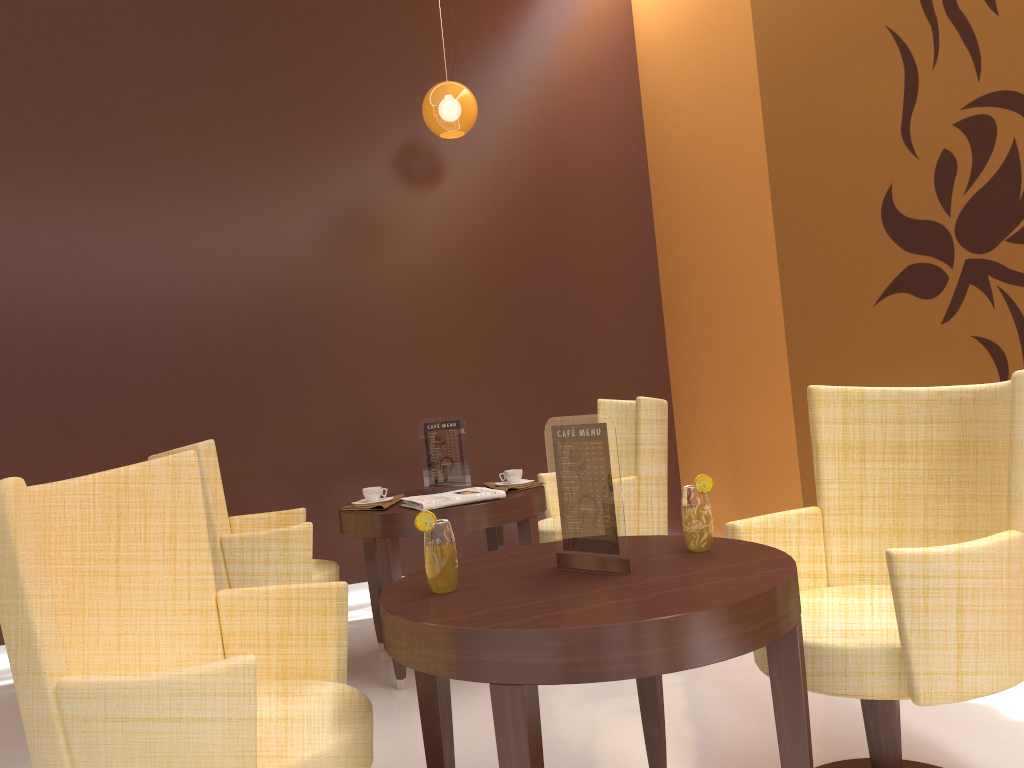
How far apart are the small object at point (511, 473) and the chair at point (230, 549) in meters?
0.8

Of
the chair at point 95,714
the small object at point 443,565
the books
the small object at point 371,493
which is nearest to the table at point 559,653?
the small object at point 443,565

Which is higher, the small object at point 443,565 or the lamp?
the lamp

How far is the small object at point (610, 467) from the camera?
1.9m

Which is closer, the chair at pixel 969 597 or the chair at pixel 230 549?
the chair at pixel 969 597

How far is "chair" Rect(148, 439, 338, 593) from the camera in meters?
3.2

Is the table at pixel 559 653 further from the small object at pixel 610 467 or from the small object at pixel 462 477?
the small object at pixel 462 477

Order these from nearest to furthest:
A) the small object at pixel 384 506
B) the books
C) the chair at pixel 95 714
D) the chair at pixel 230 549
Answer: the chair at pixel 95 714 < the chair at pixel 230 549 < the books < the small object at pixel 384 506

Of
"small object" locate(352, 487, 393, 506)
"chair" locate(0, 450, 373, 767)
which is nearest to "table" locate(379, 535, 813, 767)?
"chair" locate(0, 450, 373, 767)

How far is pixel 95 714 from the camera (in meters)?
1.45
